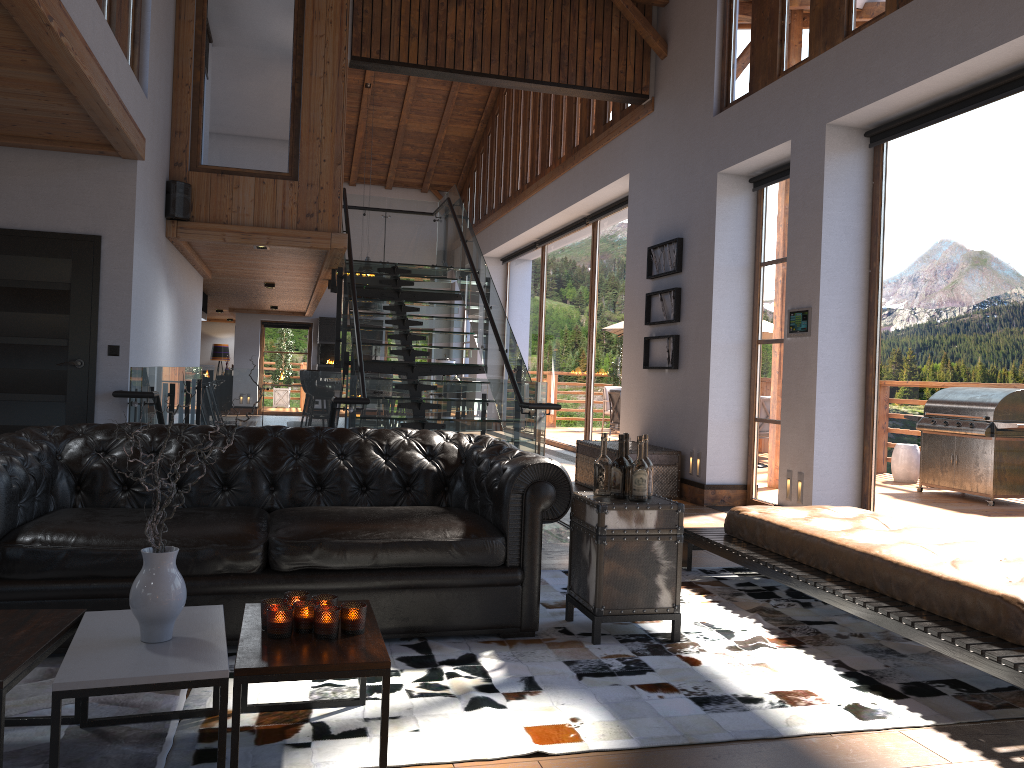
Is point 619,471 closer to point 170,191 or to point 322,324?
point 170,191

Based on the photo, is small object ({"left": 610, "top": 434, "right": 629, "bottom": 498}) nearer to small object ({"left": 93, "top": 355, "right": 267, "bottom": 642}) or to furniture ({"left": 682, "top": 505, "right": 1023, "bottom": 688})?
furniture ({"left": 682, "top": 505, "right": 1023, "bottom": 688})

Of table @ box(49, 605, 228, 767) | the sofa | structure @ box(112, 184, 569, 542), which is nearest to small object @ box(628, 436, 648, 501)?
the sofa

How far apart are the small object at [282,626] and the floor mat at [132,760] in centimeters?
45cm

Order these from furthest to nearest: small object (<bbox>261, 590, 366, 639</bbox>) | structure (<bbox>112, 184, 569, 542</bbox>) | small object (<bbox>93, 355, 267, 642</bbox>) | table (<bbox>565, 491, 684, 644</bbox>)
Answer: structure (<bbox>112, 184, 569, 542</bbox>) → table (<bbox>565, 491, 684, 644</bbox>) → small object (<bbox>261, 590, 366, 639</bbox>) → small object (<bbox>93, 355, 267, 642</bbox>)

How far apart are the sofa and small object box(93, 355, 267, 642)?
0.94m

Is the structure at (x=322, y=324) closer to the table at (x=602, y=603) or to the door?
the door

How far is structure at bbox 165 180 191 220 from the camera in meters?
8.2

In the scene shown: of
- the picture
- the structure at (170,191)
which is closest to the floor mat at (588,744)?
the picture

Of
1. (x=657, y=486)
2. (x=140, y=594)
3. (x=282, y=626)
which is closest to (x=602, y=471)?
(x=282, y=626)
